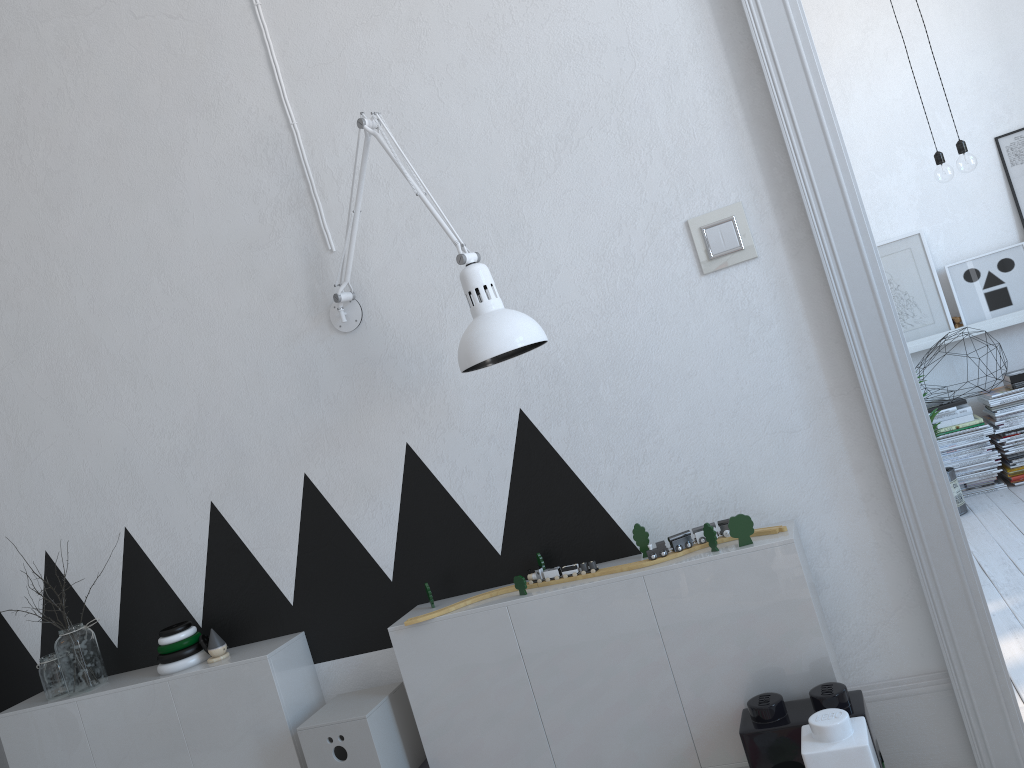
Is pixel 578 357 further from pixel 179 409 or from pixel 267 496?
pixel 179 409

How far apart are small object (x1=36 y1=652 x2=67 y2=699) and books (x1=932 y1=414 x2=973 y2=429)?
3.78m

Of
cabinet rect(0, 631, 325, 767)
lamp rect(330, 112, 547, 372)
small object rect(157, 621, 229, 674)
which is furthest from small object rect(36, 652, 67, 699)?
lamp rect(330, 112, 547, 372)

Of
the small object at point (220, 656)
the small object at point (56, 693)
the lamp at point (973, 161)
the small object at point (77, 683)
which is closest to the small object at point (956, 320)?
the lamp at point (973, 161)

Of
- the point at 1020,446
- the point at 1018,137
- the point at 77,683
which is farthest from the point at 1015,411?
the point at 77,683

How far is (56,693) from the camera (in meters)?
2.52

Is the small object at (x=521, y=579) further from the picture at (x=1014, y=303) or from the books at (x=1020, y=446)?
the picture at (x=1014, y=303)

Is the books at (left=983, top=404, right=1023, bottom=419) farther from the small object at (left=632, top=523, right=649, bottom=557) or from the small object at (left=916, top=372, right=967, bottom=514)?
the small object at (left=632, top=523, right=649, bottom=557)

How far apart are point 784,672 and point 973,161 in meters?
2.6 m

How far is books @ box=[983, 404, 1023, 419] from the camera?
4.05m
